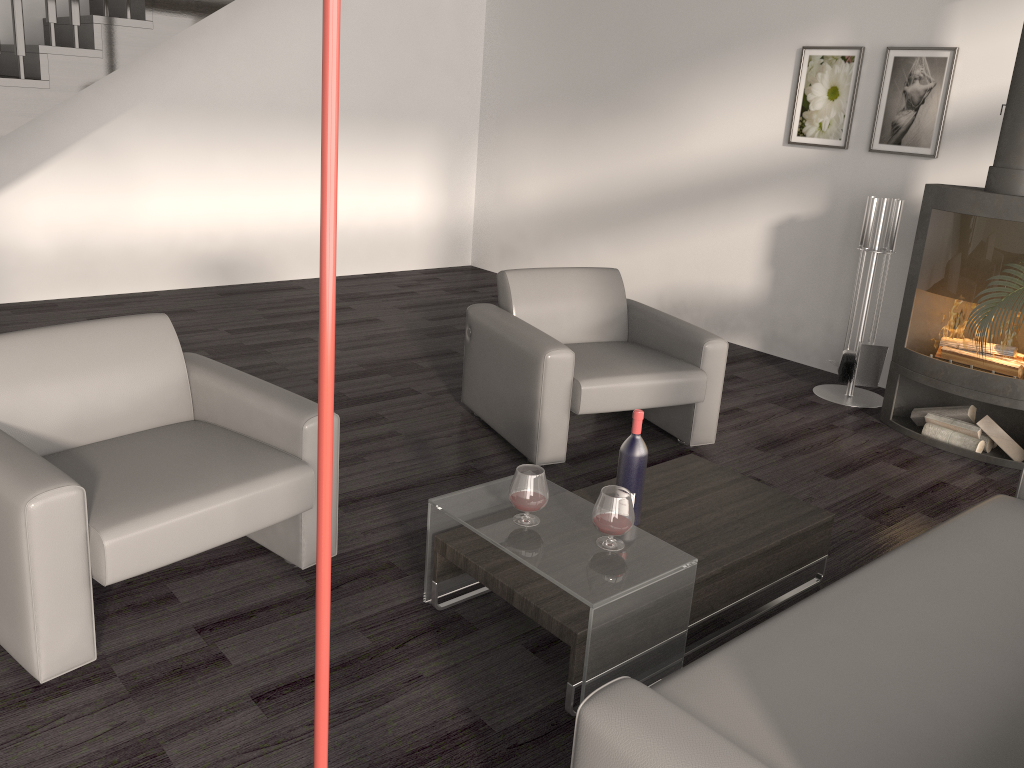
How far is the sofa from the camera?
1.5m

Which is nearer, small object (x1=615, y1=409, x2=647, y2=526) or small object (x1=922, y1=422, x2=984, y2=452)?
small object (x1=615, y1=409, x2=647, y2=526)

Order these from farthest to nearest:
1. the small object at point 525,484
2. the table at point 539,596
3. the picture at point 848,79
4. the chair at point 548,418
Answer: the picture at point 848,79 → the chair at point 548,418 → the small object at point 525,484 → the table at point 539,596

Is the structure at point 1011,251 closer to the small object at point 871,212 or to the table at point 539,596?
the small object at point 871,212

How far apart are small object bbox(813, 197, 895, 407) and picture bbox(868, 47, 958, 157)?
0.43m

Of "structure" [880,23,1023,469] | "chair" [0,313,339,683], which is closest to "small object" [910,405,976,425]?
"structure" [880,23,1023,469]

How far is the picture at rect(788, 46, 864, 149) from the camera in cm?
513

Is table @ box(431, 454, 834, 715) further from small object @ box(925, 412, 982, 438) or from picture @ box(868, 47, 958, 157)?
picture @ box(868, 47, 958, 157)

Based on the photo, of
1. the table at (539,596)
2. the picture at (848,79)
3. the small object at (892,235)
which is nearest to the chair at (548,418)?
the table at (539,596)

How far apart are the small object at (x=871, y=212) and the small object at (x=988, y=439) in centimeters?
77cm
